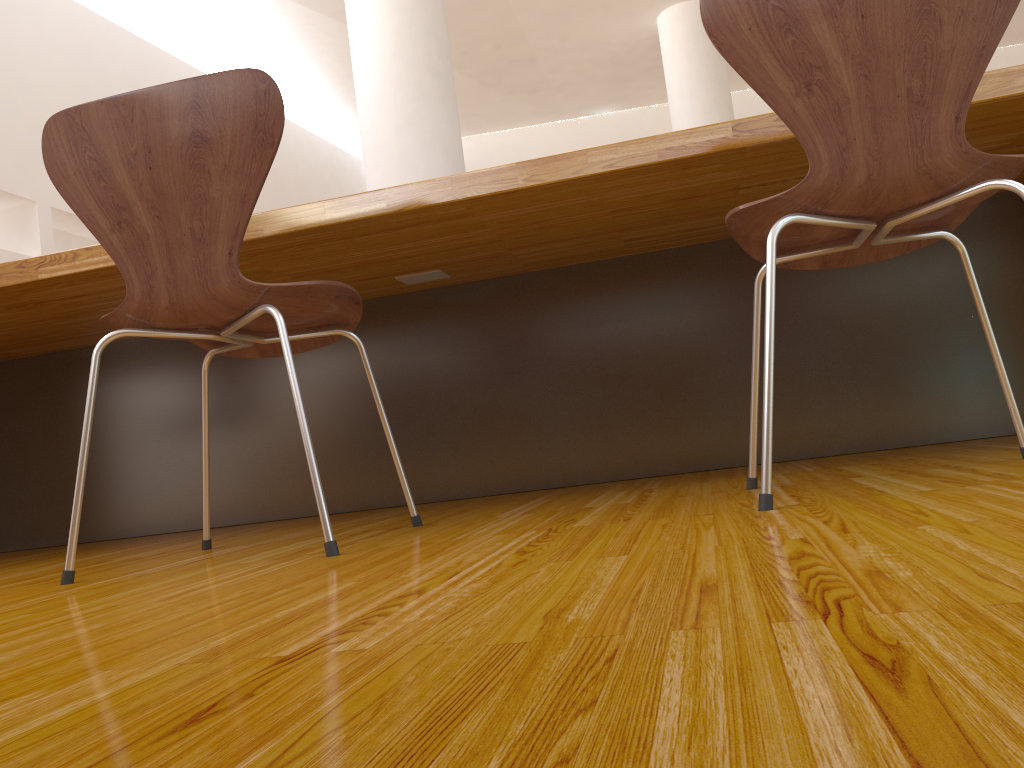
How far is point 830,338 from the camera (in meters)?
2.12

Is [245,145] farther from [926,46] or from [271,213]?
[926,46]

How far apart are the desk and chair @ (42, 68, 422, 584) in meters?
0.2 m

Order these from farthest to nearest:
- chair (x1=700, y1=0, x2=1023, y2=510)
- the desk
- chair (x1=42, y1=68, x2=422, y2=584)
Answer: the desk, chair (x1=42, y1=68, x2=422, y2=584), chair (x1=700, y1=0, x2=1023, y2=510)

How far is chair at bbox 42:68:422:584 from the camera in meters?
1.2 m

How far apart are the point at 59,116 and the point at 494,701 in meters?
1.2

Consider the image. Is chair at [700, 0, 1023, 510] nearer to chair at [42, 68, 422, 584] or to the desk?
the desk

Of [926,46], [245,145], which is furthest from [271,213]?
[926,46]

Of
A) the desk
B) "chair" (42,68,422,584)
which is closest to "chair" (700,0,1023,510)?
the desk

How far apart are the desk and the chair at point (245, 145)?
0.20m
